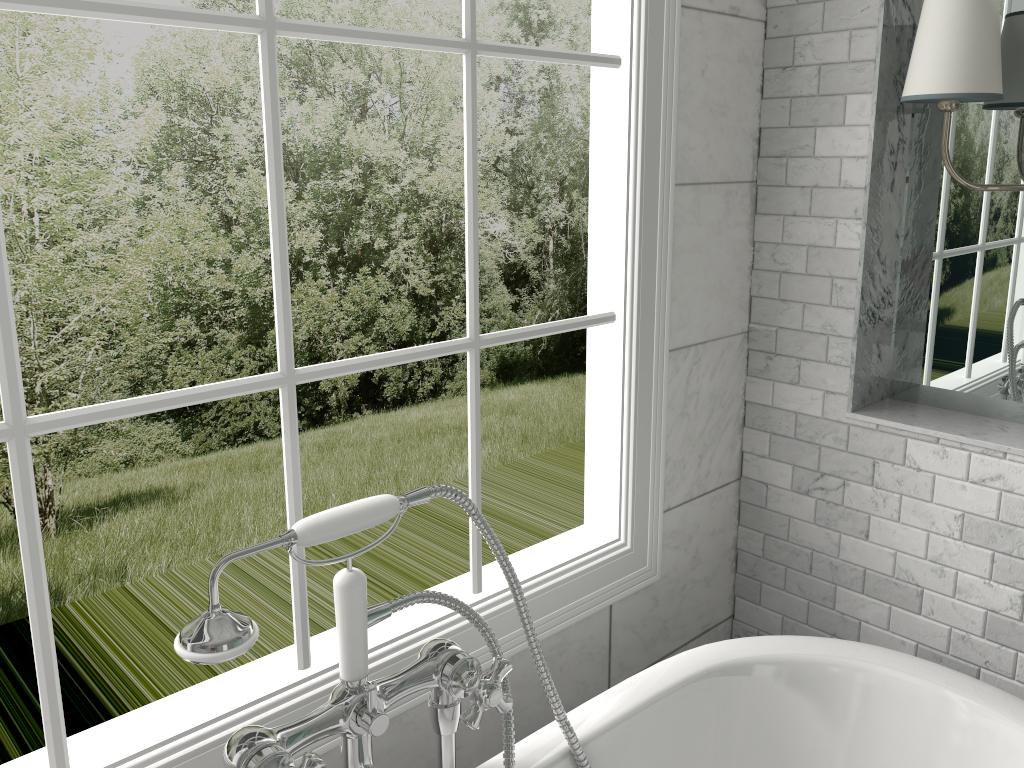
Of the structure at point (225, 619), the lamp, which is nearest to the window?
the structure at point (225, 619)

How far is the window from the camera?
1.2 meters

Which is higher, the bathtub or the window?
the window

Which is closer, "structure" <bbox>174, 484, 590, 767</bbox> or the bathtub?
"structure" <bbox>174, 484, 590, 767</bbox>

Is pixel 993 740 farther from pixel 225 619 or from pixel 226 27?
pixel 226 27

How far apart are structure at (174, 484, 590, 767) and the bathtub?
0.02m

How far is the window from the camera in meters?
1.2 m

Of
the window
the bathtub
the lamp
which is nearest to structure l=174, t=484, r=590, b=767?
the bathtub

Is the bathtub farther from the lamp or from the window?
the lamp

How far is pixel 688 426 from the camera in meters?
2.1
